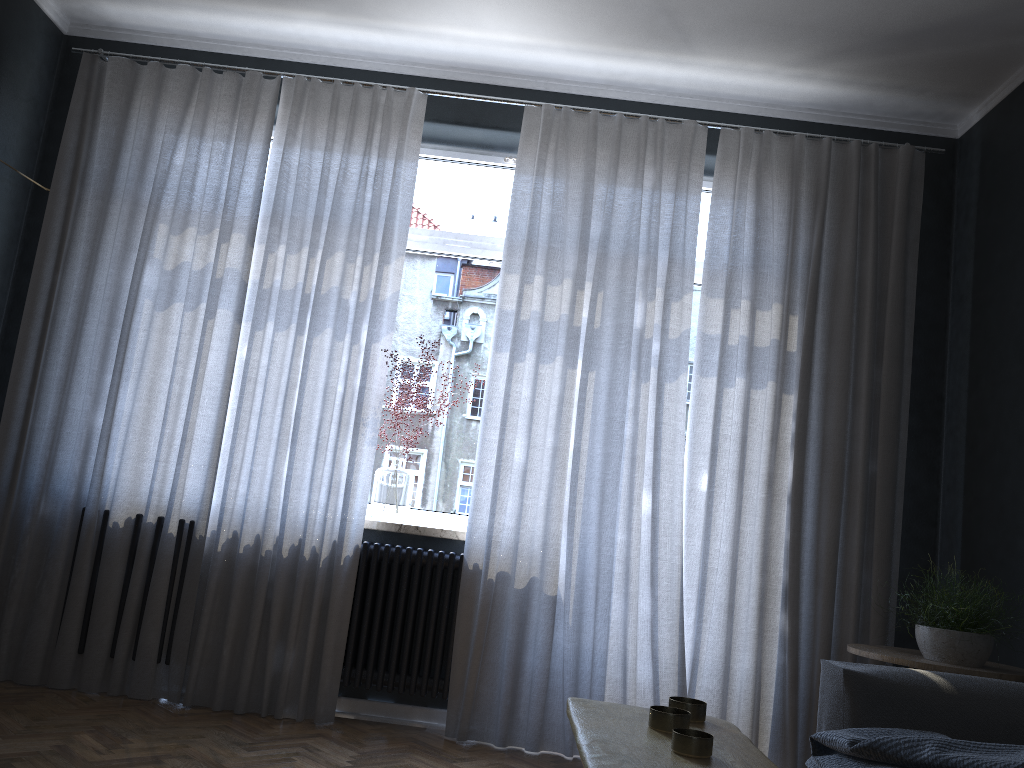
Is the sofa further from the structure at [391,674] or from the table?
the structure at [391,674]

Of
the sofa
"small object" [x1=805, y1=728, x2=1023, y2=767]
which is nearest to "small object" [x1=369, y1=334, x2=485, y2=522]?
the sofa

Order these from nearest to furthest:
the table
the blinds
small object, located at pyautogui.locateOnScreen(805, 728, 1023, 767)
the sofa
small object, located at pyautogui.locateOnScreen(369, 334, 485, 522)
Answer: the table < small object, located at pyautogui.locateOnScreen(805, 728, 1023, 767) < the sofa < the blinds < small object, located at pyautogui.locateOnScreen(369, 334, 485, 522)

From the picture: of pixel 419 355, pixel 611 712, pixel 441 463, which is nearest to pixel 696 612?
pixel 441 463

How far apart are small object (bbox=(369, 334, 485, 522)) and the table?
2.26m

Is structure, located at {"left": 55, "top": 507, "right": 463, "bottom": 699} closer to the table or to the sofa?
the sofa

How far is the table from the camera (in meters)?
1.29

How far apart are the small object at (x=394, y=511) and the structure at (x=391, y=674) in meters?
0.1 m

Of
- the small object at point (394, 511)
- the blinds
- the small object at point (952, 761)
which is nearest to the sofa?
the small object at point (952, 761)

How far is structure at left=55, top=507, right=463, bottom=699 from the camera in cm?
365
